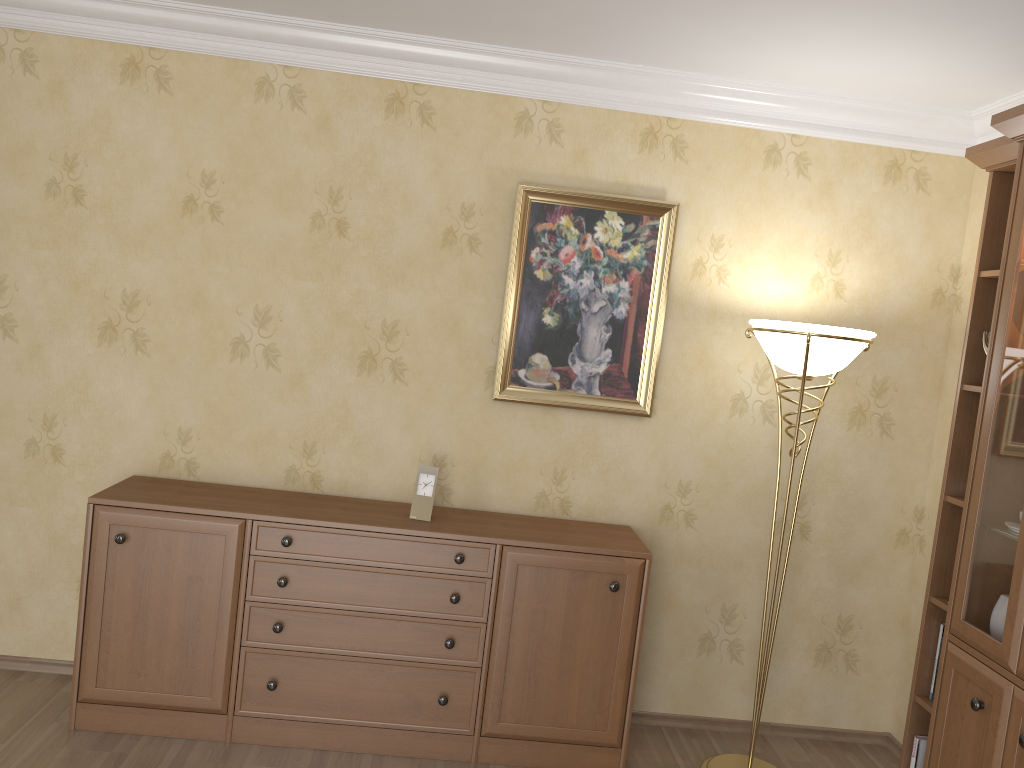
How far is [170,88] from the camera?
3.4 meters

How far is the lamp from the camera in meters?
3.0

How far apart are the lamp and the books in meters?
0.5

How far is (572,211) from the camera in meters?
3.5 m

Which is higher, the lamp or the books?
the lamp

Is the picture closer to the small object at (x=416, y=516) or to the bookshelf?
the small object at (x=416, y=516)

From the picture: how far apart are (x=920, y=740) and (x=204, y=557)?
2.53m

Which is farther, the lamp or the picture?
the picture

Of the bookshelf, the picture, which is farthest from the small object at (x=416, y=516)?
the bookshelf

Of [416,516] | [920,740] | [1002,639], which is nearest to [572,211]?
[416,516]
